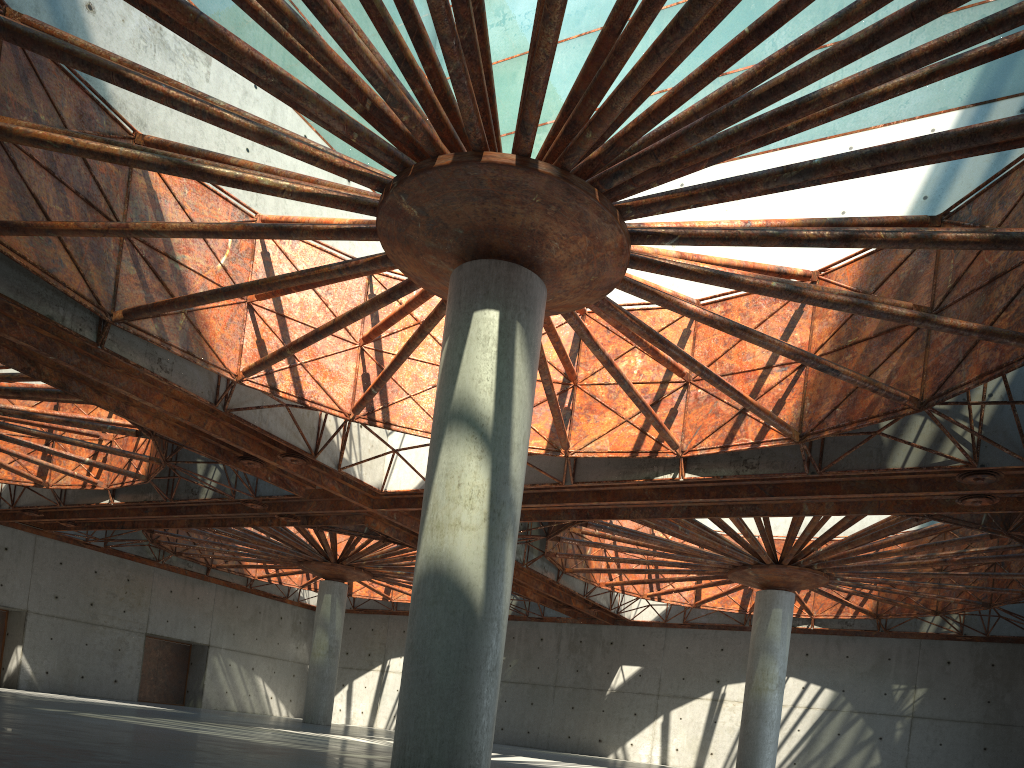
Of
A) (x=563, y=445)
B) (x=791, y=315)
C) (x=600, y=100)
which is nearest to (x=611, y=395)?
(x=563, y=445)
